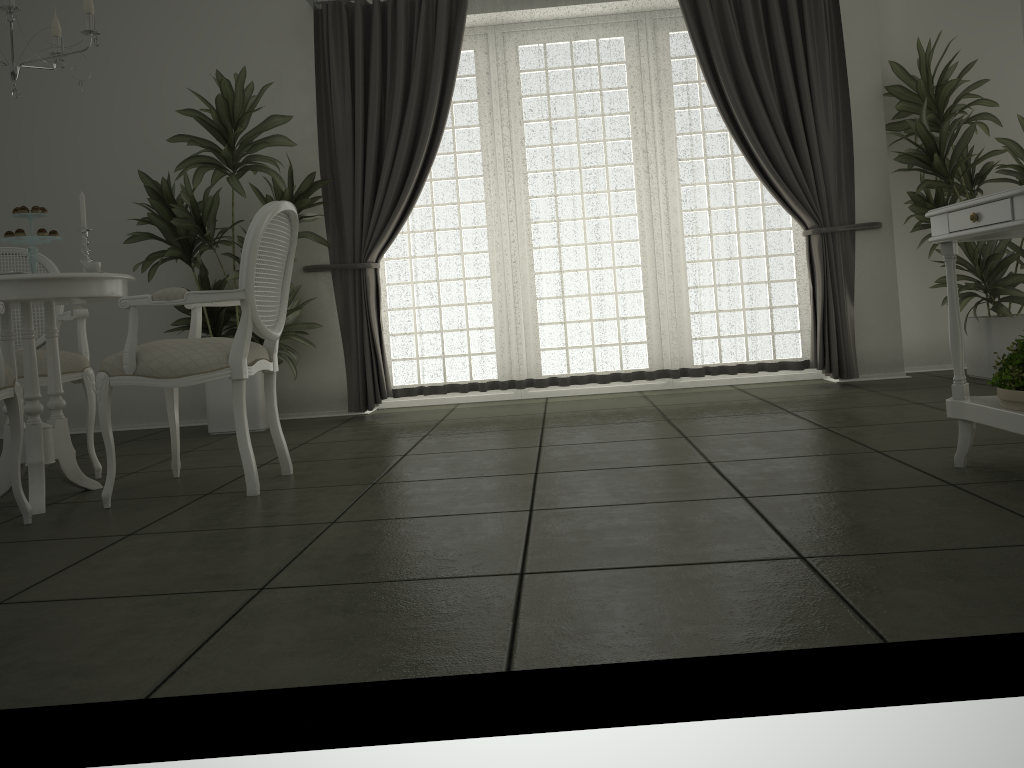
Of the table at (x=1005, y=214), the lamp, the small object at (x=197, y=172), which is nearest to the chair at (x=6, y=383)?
the lamp

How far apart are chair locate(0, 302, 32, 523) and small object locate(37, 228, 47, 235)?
0.6m

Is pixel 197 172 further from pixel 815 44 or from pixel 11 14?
pixel 815 44

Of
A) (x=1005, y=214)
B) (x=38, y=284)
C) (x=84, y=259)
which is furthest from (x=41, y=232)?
(x=1005, y=214)

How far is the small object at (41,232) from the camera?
3.25m

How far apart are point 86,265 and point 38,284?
0.3 meters

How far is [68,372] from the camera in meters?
3.7

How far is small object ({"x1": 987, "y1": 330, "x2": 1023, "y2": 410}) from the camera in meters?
2.4 m

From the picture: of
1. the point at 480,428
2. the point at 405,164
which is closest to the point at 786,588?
the point at 480,428

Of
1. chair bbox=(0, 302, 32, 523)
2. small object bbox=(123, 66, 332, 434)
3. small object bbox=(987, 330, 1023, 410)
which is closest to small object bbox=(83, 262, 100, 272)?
chair bbox=(0, 302, 32, 523)
